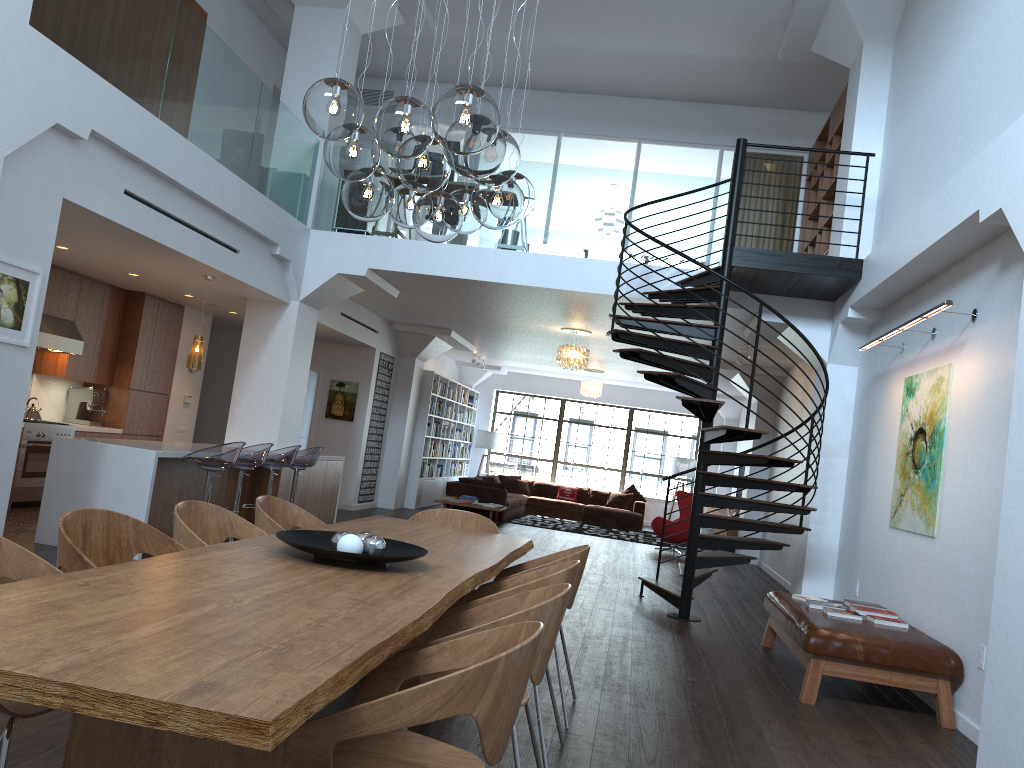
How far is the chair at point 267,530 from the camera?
4.4m

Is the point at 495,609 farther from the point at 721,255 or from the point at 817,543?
the point at 721,255

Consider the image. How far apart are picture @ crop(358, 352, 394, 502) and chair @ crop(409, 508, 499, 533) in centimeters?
846cm

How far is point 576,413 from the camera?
20.3m

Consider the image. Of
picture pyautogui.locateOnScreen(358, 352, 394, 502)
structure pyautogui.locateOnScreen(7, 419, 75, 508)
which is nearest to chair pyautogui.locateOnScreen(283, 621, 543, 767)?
structure pyautogui.locateOnScreen(7, 419, 75, 508)

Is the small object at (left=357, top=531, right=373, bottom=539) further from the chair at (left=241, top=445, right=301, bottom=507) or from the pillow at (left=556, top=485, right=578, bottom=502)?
the pillow at (left=556, top=485, right=578, bottom=502)

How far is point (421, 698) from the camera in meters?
Answer: 1.9 m

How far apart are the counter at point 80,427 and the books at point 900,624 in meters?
8.1

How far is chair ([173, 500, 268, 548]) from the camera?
3.7m

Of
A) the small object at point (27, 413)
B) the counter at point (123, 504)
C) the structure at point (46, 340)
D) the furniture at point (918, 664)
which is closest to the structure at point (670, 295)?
the furniture at point (918, 664)
